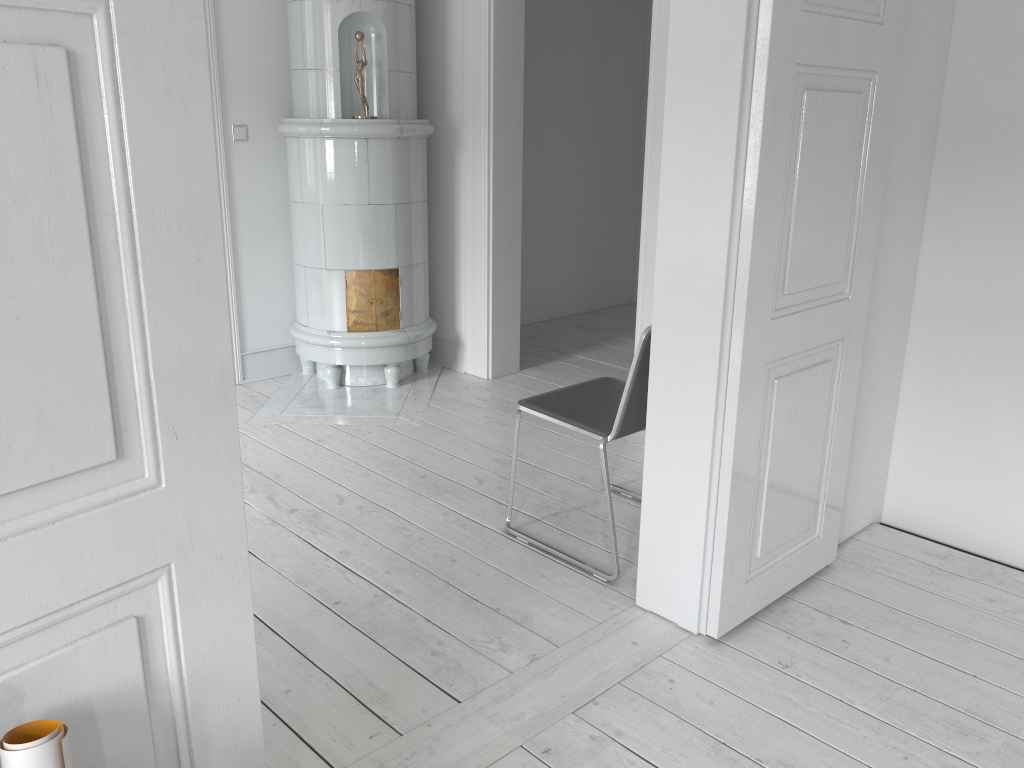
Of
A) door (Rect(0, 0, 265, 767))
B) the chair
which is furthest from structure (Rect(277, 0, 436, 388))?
door (Rect(0, 0, 265, 767))

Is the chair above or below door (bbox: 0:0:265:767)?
below

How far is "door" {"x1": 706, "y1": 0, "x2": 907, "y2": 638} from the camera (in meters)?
2.07

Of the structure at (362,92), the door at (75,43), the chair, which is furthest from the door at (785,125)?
the structure at (362,92)

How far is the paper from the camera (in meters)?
1.01

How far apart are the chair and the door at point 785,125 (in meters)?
0.37

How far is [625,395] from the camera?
2.60m

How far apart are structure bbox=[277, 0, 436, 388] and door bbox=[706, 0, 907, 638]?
2.4m

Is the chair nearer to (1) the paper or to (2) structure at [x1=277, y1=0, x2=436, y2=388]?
(2) structure at [x1=277, y1=0, x2=436, y2=388]

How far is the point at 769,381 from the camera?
2.29m
